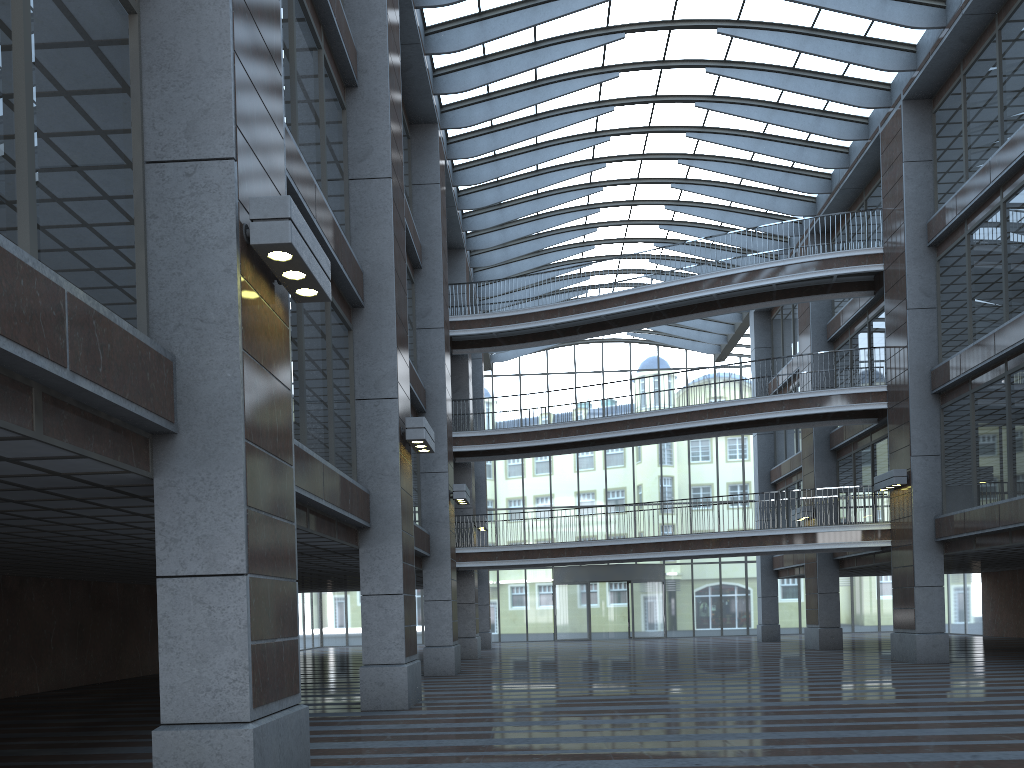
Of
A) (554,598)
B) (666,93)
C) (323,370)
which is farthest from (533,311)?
(554,598)

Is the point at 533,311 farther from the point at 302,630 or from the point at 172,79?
the point at 302,630
